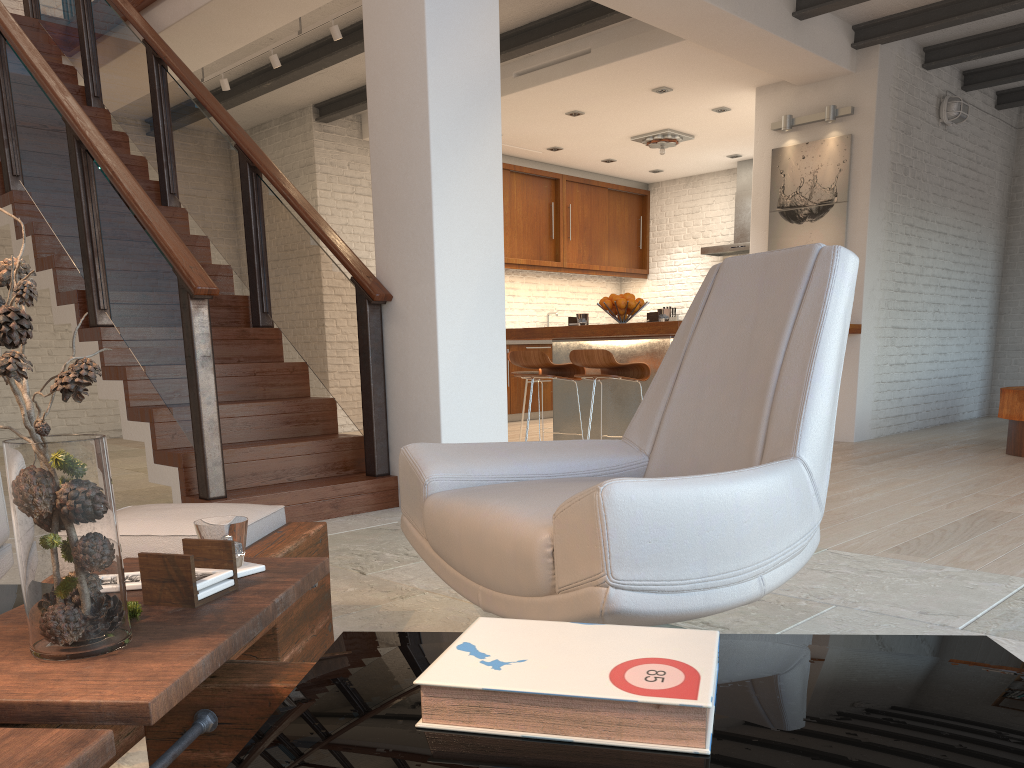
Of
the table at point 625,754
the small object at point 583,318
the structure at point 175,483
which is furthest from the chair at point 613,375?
the table at point 625,754

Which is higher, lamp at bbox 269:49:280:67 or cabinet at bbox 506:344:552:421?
lamp at bbox 269:49:280:67

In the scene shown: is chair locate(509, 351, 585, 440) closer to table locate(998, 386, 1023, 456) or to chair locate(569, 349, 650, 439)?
chair locate(569, 349, 650, 439)

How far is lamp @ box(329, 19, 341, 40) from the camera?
6.0 meters

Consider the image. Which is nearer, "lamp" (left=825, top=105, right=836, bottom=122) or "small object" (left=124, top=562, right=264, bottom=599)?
"small object" (left=124, top=562, right=264, bottom=599)

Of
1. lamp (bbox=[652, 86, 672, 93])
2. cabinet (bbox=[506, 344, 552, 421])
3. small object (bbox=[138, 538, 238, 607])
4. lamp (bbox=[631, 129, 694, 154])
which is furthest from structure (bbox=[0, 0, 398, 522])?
lamp (bbox=[631, 129, 694, 154])

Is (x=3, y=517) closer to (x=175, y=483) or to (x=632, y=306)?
(x=175, y=483)

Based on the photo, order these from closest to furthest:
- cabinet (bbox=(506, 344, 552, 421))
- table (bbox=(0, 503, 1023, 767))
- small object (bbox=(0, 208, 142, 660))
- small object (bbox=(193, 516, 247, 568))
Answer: table (bbox=(0, 503, 1023, 767)) < small object (bbox=(0, 208, 142, 660)) < small object (bbox=(193, 516, 247, 568)) < cabinet (bbox=(506, 344, 552, 421))

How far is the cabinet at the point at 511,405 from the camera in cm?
974

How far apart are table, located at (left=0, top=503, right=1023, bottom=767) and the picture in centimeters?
602cm
